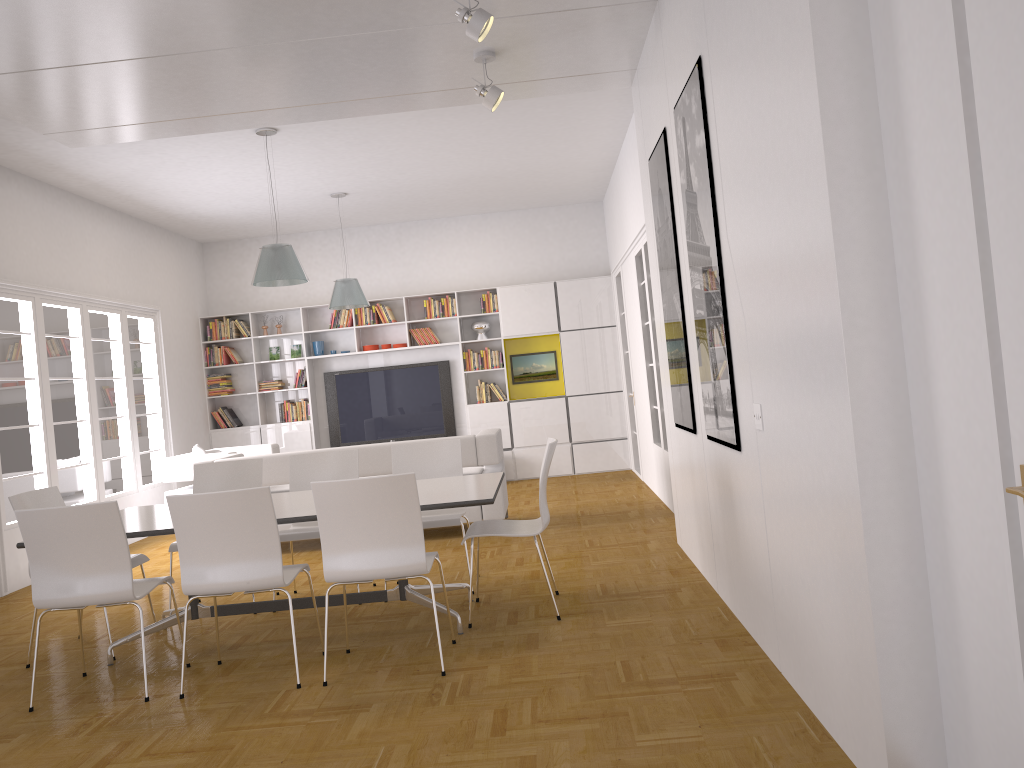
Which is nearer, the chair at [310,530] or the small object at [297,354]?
the chair at [310,530]

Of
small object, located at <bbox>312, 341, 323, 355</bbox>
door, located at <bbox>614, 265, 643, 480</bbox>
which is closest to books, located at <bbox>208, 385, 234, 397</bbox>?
small object, located at <bbox>312, 341, 323, 355</bbox>

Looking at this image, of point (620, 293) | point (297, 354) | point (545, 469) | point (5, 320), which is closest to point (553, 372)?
point (620, 293)

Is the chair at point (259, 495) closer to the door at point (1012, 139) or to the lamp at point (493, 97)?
the lamp at point (493, 97)

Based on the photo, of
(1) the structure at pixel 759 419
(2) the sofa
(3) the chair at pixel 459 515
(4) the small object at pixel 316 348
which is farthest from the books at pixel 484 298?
(1) the structure at pixel 759 419

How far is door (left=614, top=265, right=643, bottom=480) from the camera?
10.86m

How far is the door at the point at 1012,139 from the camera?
1.8 meters

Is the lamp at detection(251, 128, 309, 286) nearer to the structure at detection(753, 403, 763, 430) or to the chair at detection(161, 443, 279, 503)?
the chair at detection(161, 443, 279, 503)

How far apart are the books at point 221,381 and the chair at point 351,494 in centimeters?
791cm

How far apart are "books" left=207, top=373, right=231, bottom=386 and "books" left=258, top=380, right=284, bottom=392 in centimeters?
49cm
